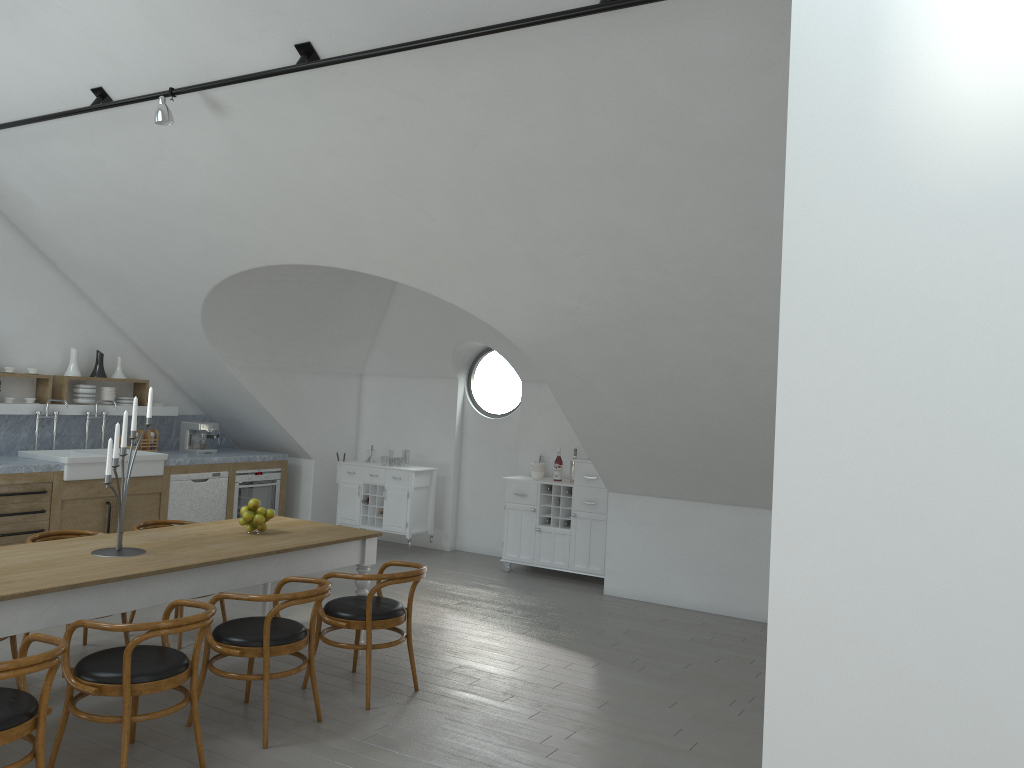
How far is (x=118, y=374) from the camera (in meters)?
8.75

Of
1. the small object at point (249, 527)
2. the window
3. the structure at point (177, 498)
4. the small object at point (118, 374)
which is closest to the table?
the small object at point (249, 527)

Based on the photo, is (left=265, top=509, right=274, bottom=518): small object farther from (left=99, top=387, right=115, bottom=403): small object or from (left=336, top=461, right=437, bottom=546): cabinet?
(left=99, top=387, right=115, bottom=403): small object

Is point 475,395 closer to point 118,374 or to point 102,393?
point 118,374

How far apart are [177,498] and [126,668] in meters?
5.0

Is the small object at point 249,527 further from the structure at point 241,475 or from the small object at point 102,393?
the small object at point 102,393

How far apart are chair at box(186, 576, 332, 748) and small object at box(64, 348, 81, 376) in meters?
4.7

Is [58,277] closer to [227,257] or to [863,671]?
[227,257]

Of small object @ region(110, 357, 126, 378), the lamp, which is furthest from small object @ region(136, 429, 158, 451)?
the lamp

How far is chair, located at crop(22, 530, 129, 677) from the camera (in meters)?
5.45
